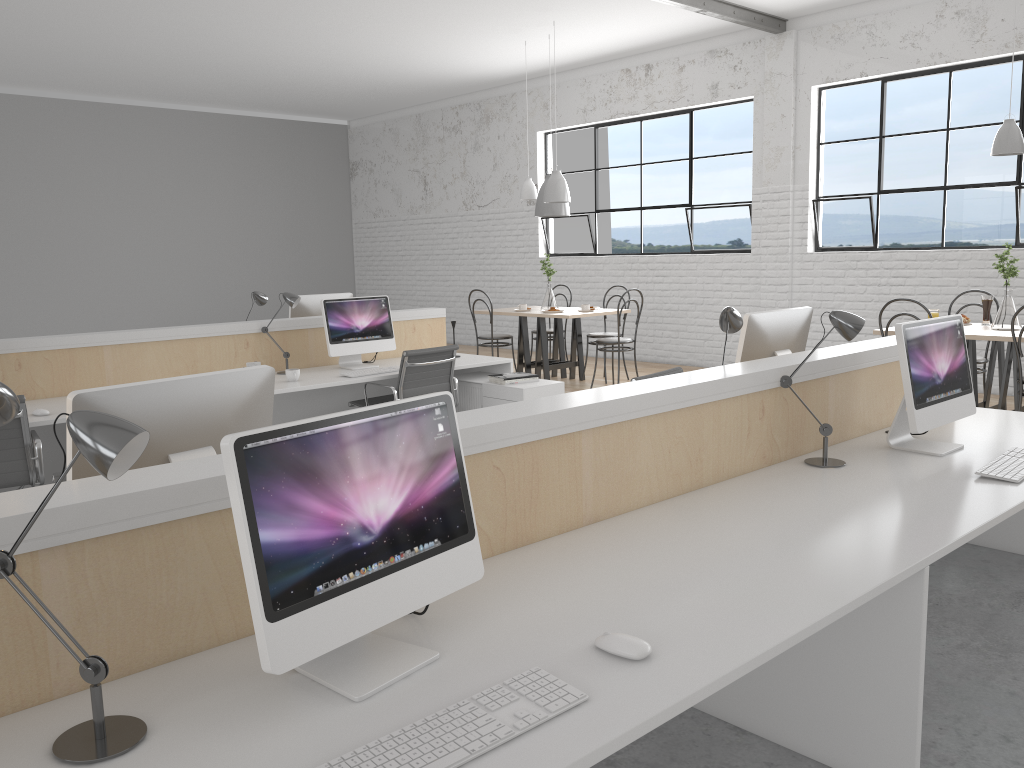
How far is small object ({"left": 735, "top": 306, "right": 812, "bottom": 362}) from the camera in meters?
2.8

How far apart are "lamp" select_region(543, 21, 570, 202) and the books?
1.9 meters

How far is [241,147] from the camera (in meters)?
9.63

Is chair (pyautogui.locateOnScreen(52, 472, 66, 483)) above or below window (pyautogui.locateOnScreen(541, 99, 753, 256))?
below

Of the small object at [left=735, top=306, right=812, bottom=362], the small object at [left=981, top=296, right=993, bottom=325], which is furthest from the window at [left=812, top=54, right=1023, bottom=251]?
the small object at [left=735, top=306, right=812, bottom=362]

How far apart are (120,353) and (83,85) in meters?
5.2

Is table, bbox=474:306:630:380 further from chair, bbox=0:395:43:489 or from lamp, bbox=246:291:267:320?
chair, bbox=0:395:43:489

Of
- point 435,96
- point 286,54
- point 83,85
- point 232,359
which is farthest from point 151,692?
point 435,96

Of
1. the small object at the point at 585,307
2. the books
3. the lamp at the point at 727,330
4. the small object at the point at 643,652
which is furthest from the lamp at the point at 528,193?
the small object at the point at 643,652

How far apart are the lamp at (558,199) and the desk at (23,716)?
3.5 meters
